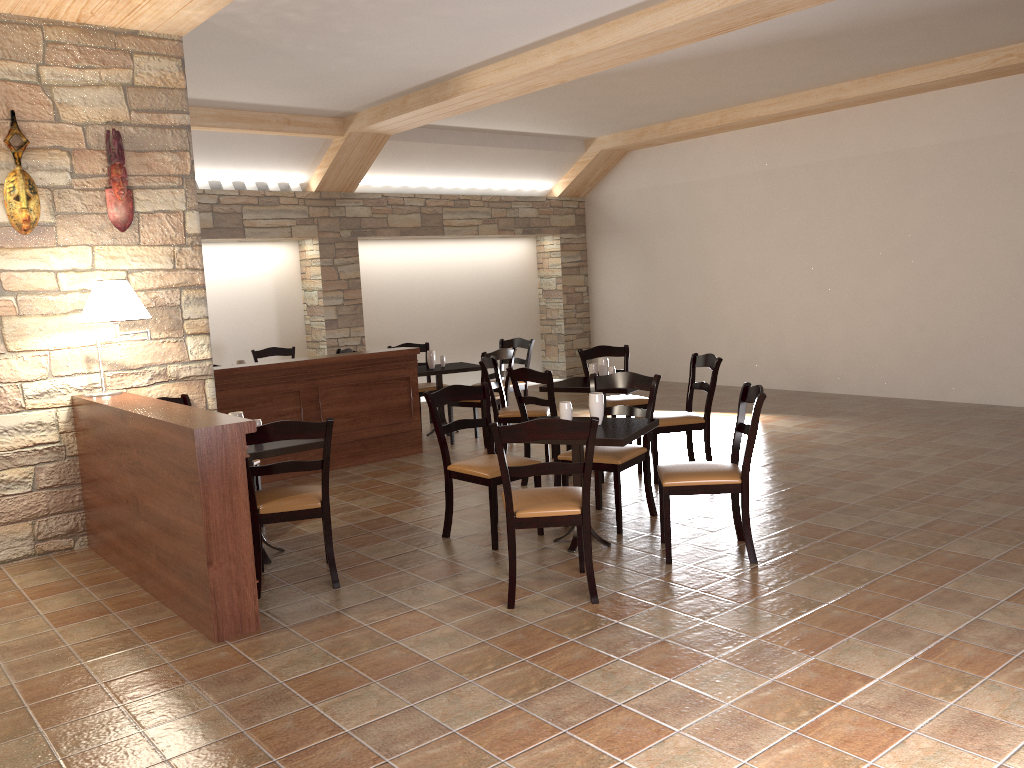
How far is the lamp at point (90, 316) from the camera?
4.72m

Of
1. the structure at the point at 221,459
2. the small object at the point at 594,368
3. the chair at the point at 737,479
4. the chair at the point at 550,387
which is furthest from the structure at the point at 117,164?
the chair at the point at 737,479

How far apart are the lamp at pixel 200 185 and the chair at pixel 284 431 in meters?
5.7

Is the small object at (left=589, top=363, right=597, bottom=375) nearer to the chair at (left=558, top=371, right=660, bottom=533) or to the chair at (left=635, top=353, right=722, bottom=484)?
the chair at (left=635, top=353, right=722, bottom=484)

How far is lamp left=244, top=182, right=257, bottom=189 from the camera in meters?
9.5

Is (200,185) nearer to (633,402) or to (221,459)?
(633,402)

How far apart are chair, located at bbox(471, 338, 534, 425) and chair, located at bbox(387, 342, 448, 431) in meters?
0.8 m

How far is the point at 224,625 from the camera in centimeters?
373cm

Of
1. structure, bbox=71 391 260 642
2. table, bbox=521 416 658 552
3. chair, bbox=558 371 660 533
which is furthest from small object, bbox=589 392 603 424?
structure, bbox=71 391 260 642

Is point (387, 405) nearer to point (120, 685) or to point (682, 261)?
point (120, 685)
